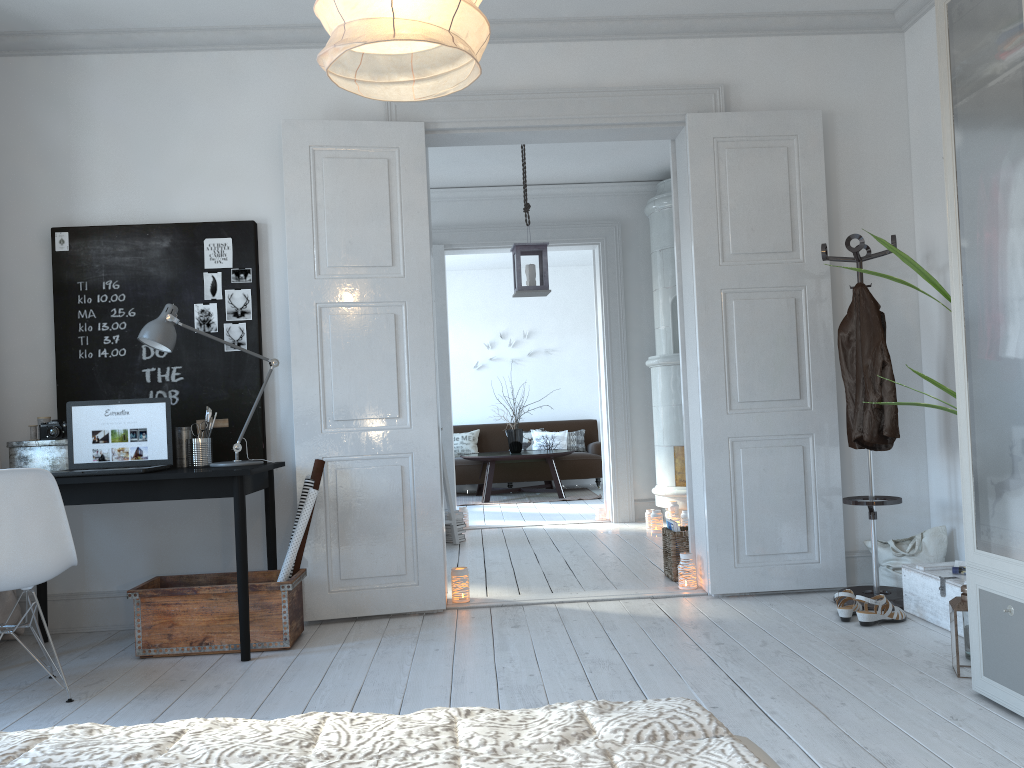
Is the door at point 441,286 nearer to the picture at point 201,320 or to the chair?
the picture at point 201,320

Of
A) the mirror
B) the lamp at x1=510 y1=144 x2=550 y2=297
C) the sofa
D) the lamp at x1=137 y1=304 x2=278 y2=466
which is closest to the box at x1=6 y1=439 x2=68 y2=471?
the lamp at x1=137 y1=304 x2=278 y2=466

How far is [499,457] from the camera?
9.4m

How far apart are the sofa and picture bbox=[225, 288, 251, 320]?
6.2 meters

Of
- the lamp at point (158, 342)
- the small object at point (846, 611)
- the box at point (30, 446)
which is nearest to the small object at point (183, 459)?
the lamp at point (158, 342)

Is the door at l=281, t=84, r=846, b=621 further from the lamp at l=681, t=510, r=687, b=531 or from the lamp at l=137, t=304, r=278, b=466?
the lamp at l=681, t=510, r=687, b=531

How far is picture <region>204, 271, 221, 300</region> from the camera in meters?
4.2

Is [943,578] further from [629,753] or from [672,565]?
[629,753]

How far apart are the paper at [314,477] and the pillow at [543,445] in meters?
6.8

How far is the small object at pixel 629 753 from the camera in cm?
83
